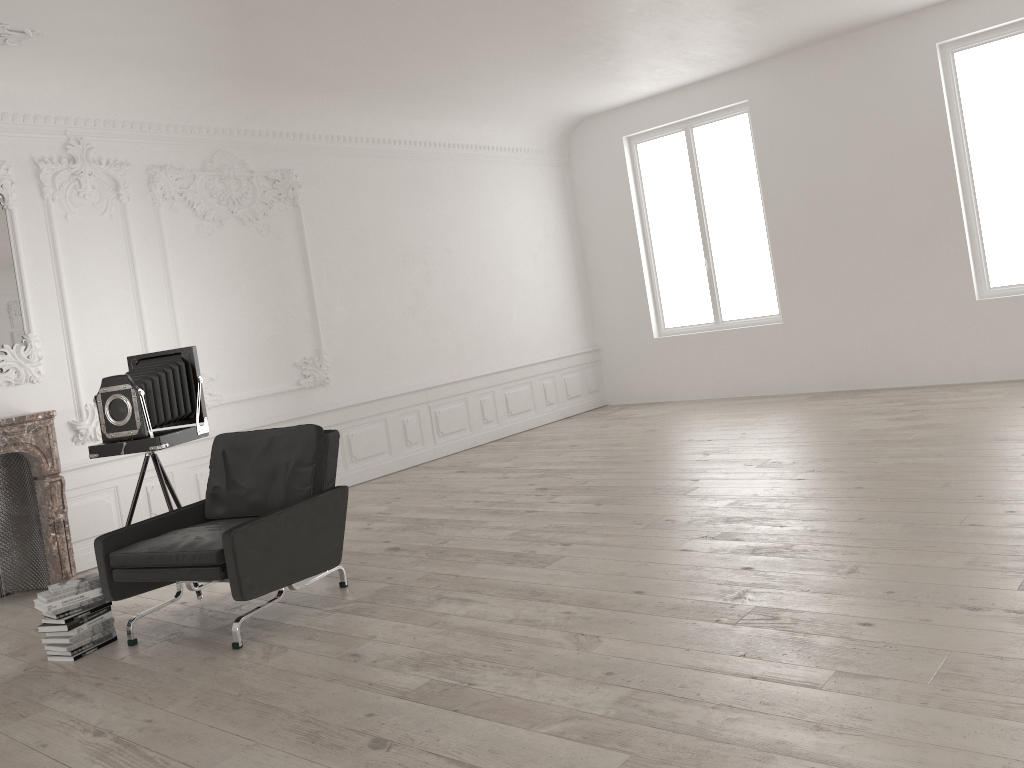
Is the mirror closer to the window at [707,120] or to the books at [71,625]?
the books at [71,625]

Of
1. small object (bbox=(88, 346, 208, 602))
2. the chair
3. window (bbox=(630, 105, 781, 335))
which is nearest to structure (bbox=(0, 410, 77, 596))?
small object (bbox=(88, 346, 208, 602))

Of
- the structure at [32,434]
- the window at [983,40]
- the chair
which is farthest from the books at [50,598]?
the window at [983,40]

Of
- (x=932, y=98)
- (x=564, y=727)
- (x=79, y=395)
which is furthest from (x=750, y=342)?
(x=564, y=727)

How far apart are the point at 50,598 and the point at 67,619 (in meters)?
0.14

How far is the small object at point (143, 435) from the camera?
5.3m

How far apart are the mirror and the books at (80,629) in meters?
2.6

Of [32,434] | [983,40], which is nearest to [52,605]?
[32,434]

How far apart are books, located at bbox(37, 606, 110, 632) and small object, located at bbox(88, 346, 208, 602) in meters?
0.9 m

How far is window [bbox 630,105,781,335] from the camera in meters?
10.5
